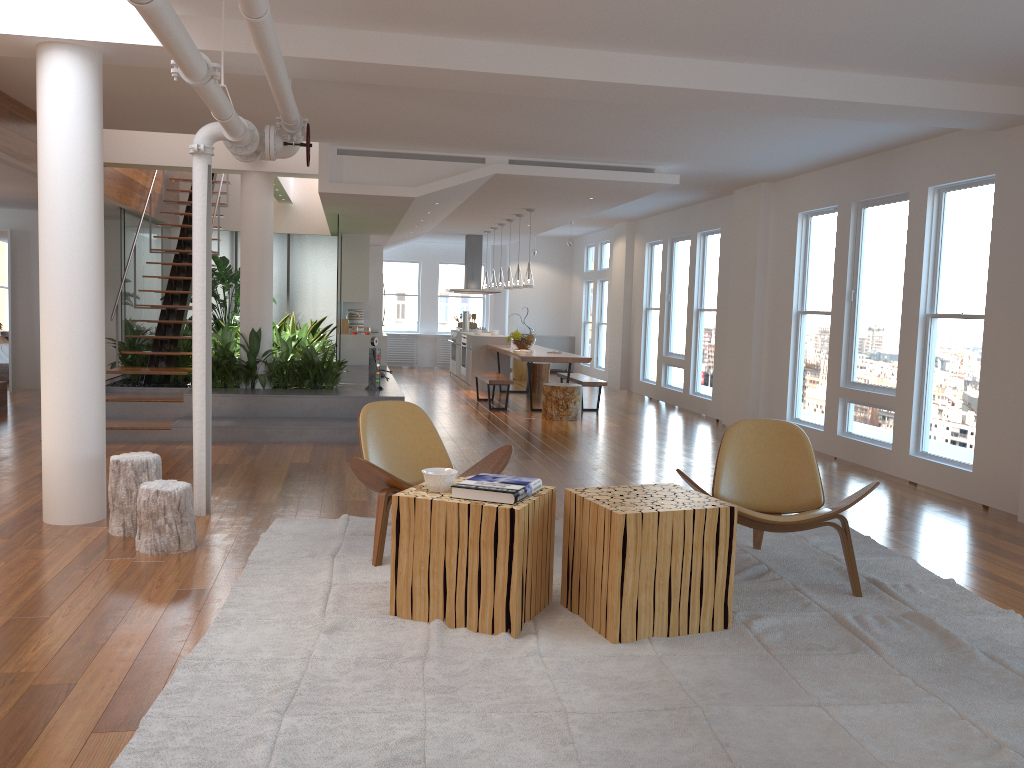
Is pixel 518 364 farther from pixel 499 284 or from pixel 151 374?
pixel 151 374

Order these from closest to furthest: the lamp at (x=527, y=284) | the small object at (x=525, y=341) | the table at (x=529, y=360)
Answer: the table at (x=529, y=360), the lamp at (x=527, y=284), the small object at (x=525, y=341)

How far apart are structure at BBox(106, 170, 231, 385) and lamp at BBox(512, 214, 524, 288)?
3.9 meters

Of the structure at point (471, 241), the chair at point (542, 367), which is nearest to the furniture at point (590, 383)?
the chair at point (542, 367)

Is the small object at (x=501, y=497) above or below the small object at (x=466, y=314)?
below

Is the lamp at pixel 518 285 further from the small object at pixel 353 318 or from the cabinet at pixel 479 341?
the small object at pixel 353 318

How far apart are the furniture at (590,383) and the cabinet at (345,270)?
2.7 meters

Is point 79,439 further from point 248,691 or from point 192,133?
point 192,133

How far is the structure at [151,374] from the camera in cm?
939

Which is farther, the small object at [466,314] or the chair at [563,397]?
the small object at [466,314]
